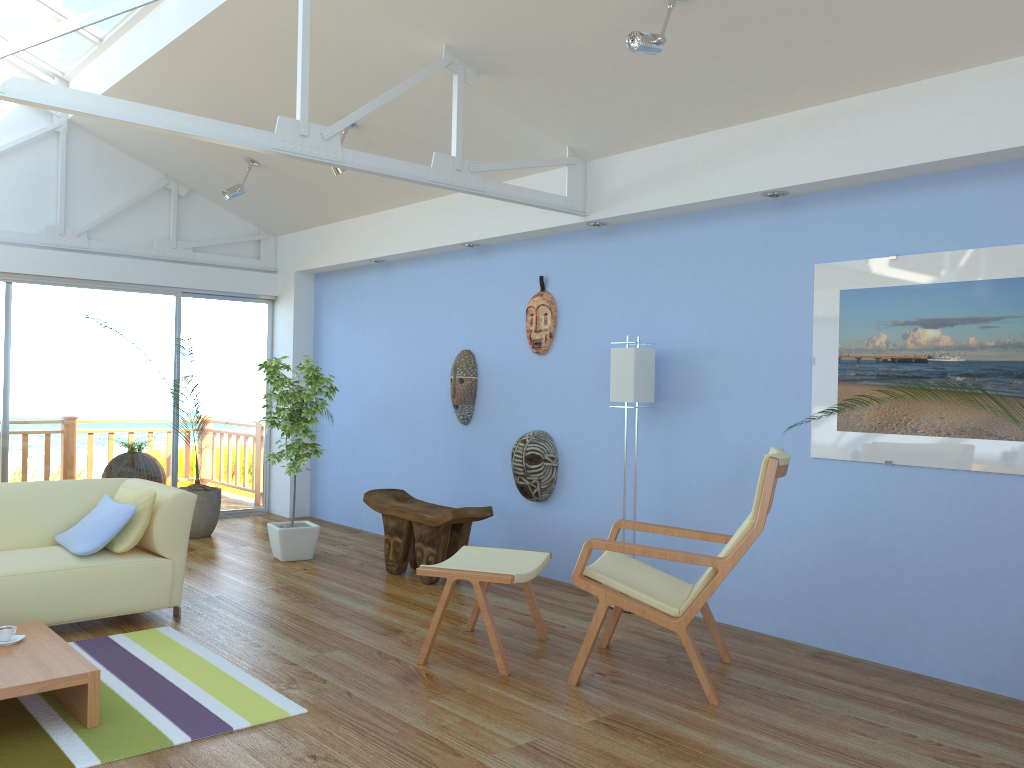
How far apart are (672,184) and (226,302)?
4.70m

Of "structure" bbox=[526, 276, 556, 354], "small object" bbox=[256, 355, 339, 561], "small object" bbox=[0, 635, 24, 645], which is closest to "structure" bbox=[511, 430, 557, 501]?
"structure" bbox=[526, 276, 556, 354]

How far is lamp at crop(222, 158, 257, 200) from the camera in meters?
6.6 m

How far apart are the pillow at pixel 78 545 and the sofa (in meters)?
0.03

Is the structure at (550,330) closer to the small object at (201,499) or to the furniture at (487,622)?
the furniture at (487,622)

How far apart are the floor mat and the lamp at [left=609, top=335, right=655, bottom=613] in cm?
238

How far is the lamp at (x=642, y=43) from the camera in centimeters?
357cm

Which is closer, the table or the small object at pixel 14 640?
the table

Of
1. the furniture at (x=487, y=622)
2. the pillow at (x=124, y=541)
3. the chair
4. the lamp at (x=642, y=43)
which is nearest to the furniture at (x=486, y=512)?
the furniture at (x=487, y=622)

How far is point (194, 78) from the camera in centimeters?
569cm
